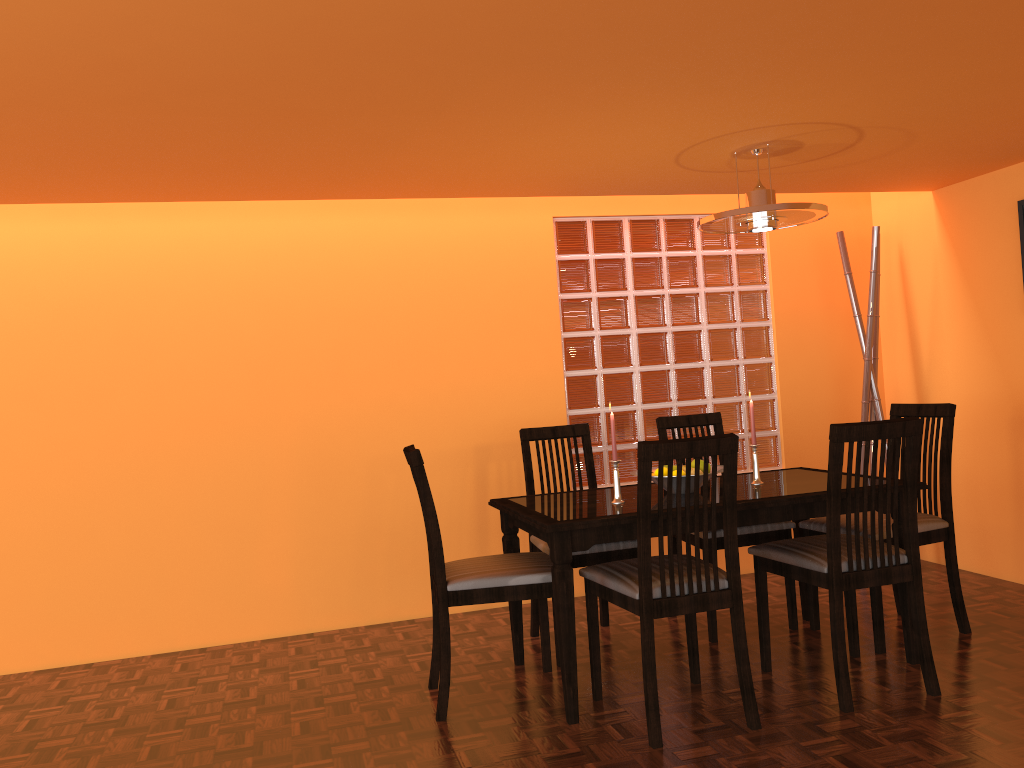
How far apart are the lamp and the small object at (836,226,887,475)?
1.0m

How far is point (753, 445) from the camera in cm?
301

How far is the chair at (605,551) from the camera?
3.1 meters

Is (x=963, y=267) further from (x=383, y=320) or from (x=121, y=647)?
(x=121, y=647)

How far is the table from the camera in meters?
2.5 m

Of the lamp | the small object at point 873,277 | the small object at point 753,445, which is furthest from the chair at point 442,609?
the small object at point 873,277

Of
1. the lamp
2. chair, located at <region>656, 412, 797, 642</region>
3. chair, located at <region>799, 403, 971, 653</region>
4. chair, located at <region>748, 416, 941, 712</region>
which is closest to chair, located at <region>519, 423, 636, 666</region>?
chair, located at <region>656, 412, 797, 642</region>

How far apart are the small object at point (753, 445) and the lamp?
0.73m

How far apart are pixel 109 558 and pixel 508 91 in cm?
Result: 247

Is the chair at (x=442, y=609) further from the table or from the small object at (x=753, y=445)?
the small object at (x=753, y=445)
